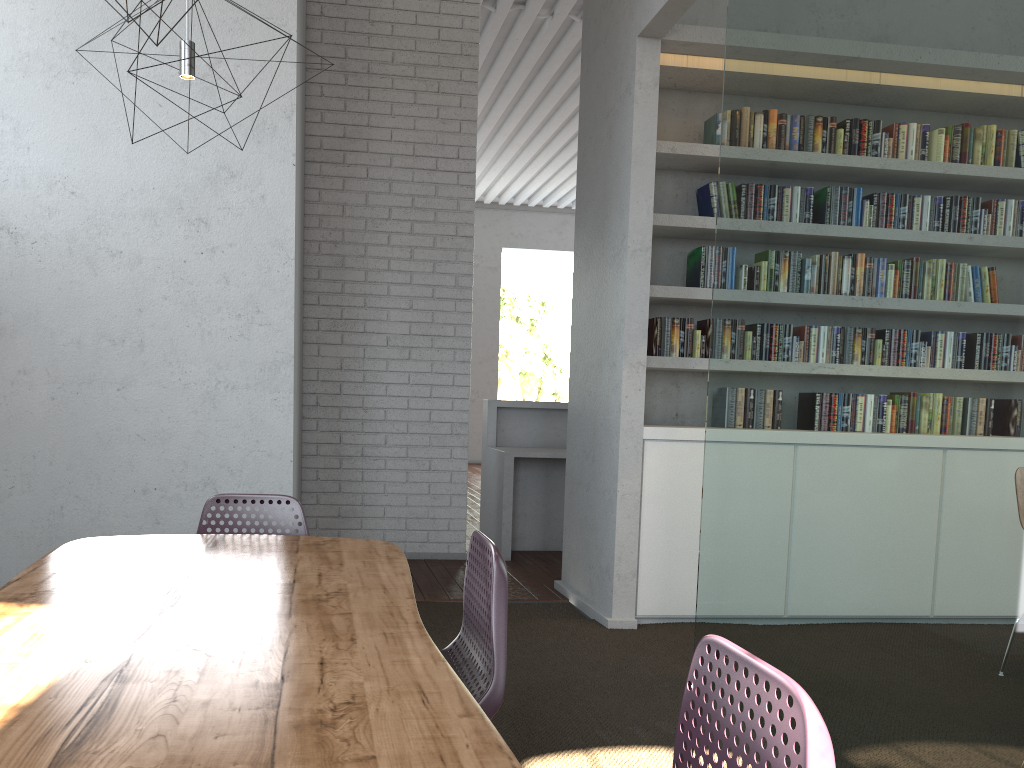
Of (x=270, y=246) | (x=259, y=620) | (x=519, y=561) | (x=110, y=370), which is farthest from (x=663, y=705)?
(x=519, y=561)
